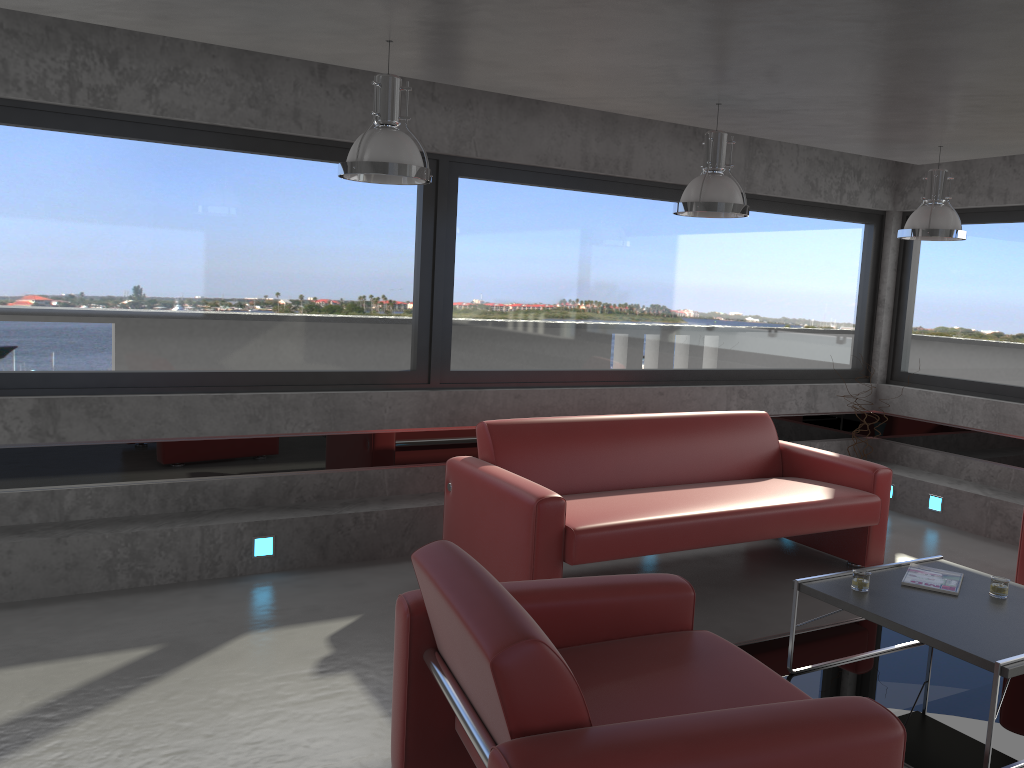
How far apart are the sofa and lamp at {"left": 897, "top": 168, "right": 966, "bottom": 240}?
1.4m

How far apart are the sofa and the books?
0.9 meters

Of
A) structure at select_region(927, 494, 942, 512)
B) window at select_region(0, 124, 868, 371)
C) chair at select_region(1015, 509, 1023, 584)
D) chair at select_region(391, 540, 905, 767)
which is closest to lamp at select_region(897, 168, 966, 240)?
window at select_region(0, 124, 868, 371)

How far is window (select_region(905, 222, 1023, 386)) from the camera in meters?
6.9

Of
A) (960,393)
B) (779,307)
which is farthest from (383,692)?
(960,393)

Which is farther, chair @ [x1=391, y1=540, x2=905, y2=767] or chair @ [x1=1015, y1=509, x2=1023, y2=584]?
chair @ [x1=1015, y1=509, x2=1023, y2=584]

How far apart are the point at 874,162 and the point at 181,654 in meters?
6.5

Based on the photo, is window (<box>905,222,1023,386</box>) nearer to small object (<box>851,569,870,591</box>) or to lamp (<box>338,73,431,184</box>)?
small object (<box>851,569,870,591</box>)

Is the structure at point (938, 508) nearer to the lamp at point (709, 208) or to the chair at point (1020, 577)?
the chair at point (1020, 577)

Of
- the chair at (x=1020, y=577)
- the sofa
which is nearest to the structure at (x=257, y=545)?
the sofa
